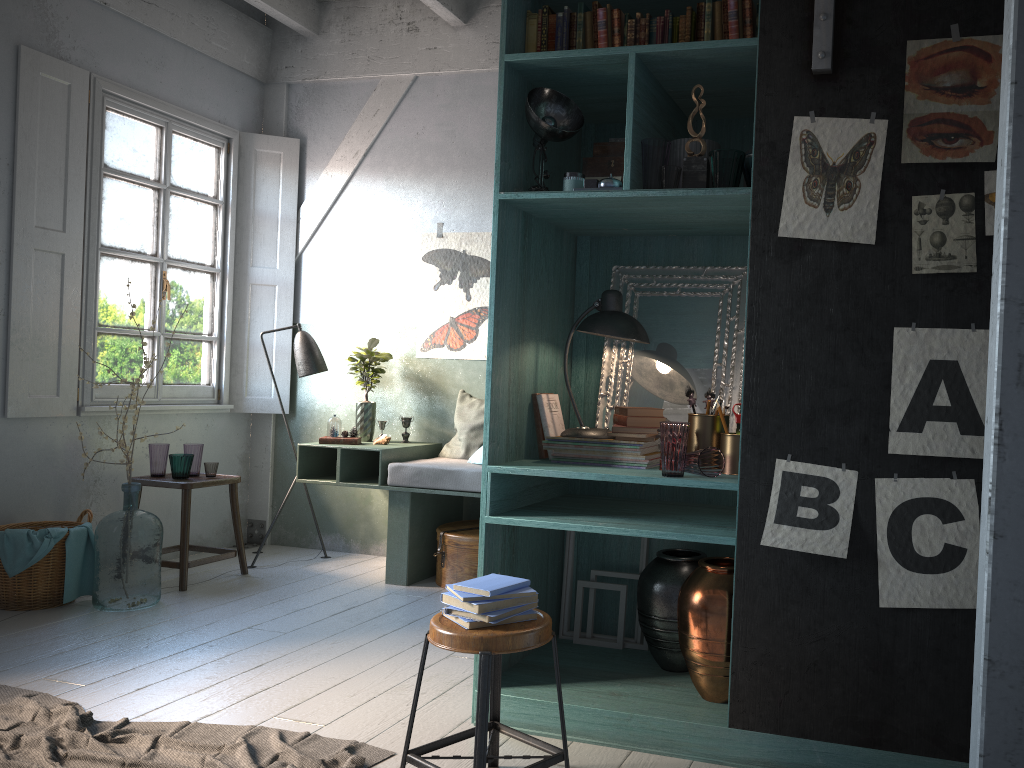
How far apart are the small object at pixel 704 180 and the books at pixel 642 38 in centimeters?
42cm

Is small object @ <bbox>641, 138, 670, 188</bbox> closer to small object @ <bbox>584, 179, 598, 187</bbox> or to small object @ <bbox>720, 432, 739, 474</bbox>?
small object @ <bbox>584, 179, 598, 187</bbox>

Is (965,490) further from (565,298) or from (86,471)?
(86,471)

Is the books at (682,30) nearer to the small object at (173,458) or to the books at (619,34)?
the books at (619,34)

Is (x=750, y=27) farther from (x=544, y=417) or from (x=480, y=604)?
(x=480, y=604)

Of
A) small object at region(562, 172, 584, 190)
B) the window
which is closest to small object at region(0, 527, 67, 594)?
the window

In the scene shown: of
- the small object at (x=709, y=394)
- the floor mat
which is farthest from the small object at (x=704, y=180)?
the floor mat

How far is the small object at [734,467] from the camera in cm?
356

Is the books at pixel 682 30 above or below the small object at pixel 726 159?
above

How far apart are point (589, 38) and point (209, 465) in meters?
4.2
